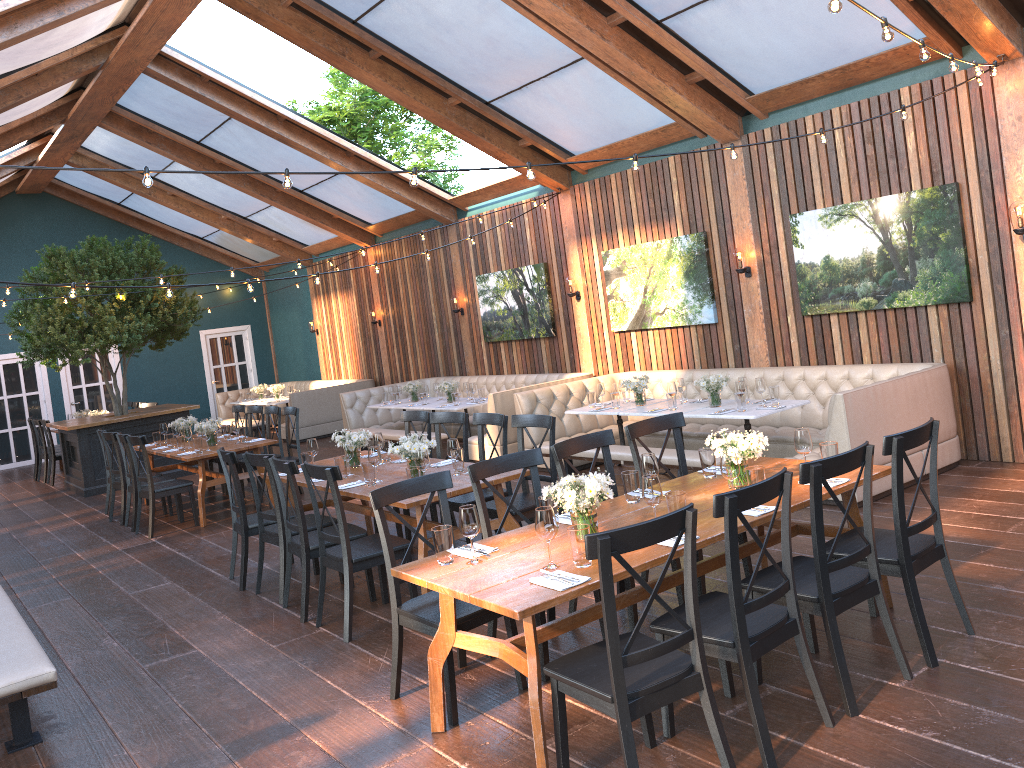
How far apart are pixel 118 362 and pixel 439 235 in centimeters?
524cm

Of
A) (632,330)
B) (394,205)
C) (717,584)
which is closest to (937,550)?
(717,584)

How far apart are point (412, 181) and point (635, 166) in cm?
151

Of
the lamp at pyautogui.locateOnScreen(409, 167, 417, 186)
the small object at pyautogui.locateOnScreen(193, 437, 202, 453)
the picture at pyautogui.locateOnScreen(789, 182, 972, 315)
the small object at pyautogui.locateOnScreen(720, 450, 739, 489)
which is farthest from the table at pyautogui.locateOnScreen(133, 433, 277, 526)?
the small object at pyautogui.locateOnScreen(720, 450, 739, 489)

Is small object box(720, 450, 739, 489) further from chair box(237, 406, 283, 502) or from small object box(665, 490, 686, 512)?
chair box(237, 406, 283, 502)

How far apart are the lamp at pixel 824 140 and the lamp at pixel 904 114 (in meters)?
0.74

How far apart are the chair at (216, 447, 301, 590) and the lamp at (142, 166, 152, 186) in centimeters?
235cm

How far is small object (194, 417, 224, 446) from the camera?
9.7 meters

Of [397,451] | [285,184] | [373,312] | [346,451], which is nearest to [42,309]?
[373,312]

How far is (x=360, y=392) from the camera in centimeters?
1357cm
